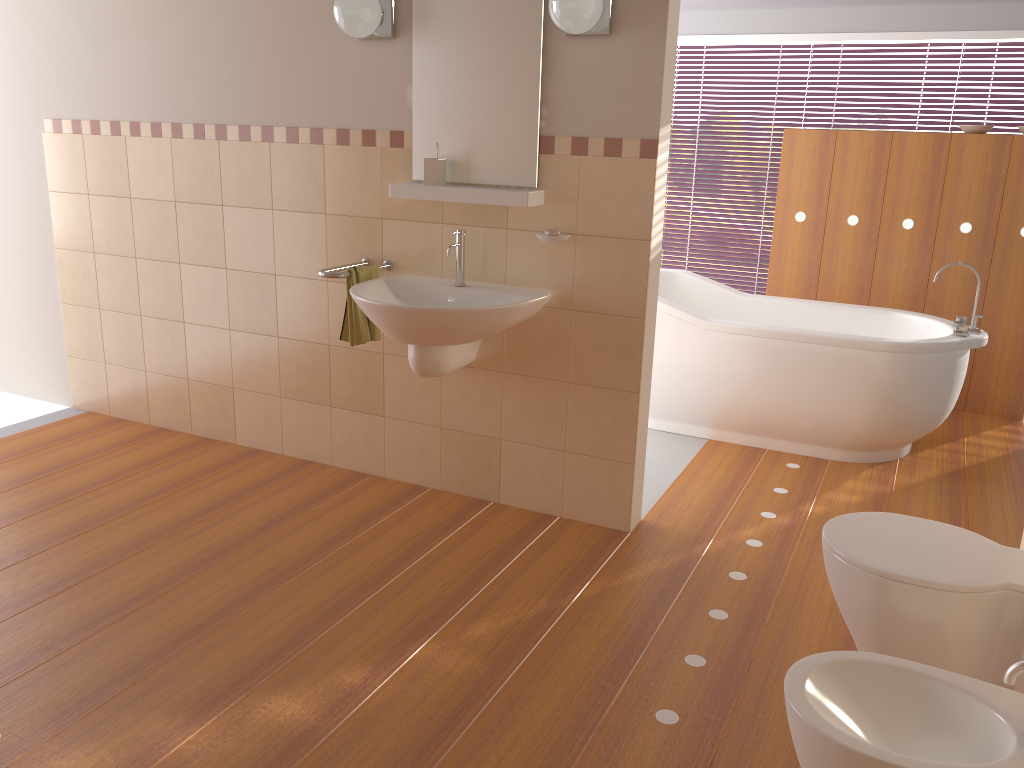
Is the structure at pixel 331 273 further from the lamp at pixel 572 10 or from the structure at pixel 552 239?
the lamp at pixel 572 10

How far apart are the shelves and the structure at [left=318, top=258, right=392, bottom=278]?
0.31m

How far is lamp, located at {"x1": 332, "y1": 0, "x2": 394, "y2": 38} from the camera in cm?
303

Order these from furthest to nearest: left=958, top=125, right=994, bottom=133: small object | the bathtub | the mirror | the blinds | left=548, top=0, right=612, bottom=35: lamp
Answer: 1. the blinds
2. left=958, top=125, right=994, bottom=133: small object
3. the bathtub
4. the mirror
5. left=548, top=0, right=612, bottom=35: lamp

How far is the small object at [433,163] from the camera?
3.1m

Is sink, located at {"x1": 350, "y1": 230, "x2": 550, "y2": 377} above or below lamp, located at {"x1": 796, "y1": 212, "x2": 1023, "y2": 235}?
below

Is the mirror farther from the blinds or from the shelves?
the blinds

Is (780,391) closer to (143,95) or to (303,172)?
(303,172)

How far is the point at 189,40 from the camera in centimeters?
361cm

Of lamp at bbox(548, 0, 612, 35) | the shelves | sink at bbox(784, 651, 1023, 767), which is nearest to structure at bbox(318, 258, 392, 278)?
the shelves
